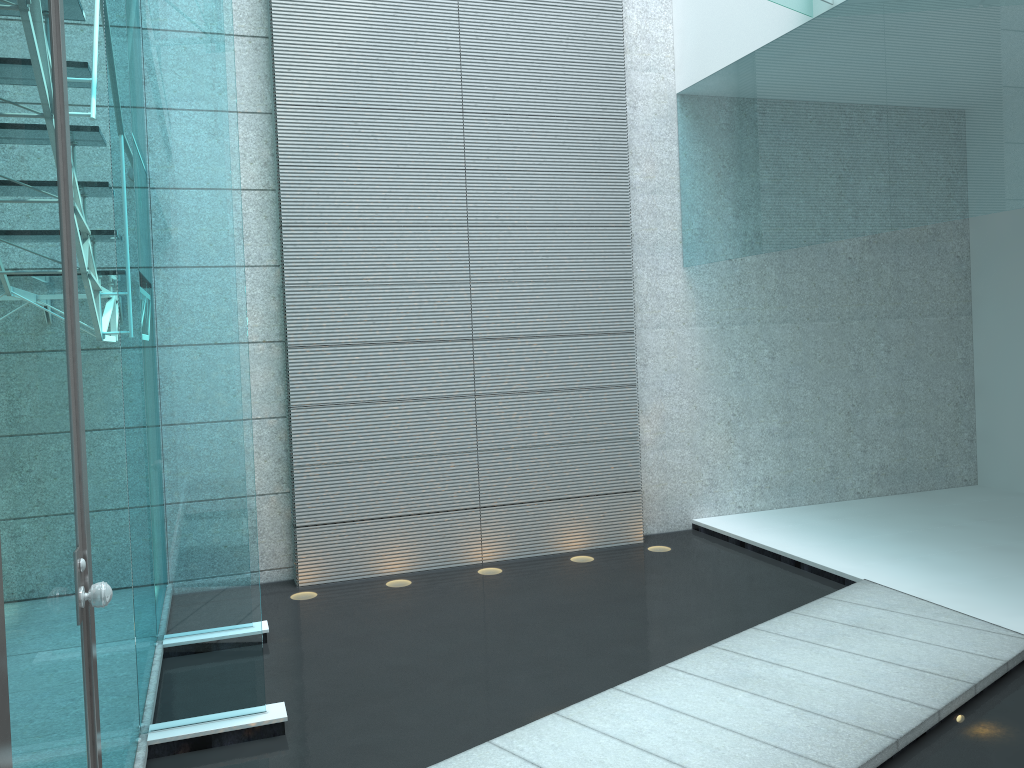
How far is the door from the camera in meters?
1.2 m

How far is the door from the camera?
1.2 meters

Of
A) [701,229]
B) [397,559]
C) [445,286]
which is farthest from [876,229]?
[397,559]

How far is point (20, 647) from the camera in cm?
122
